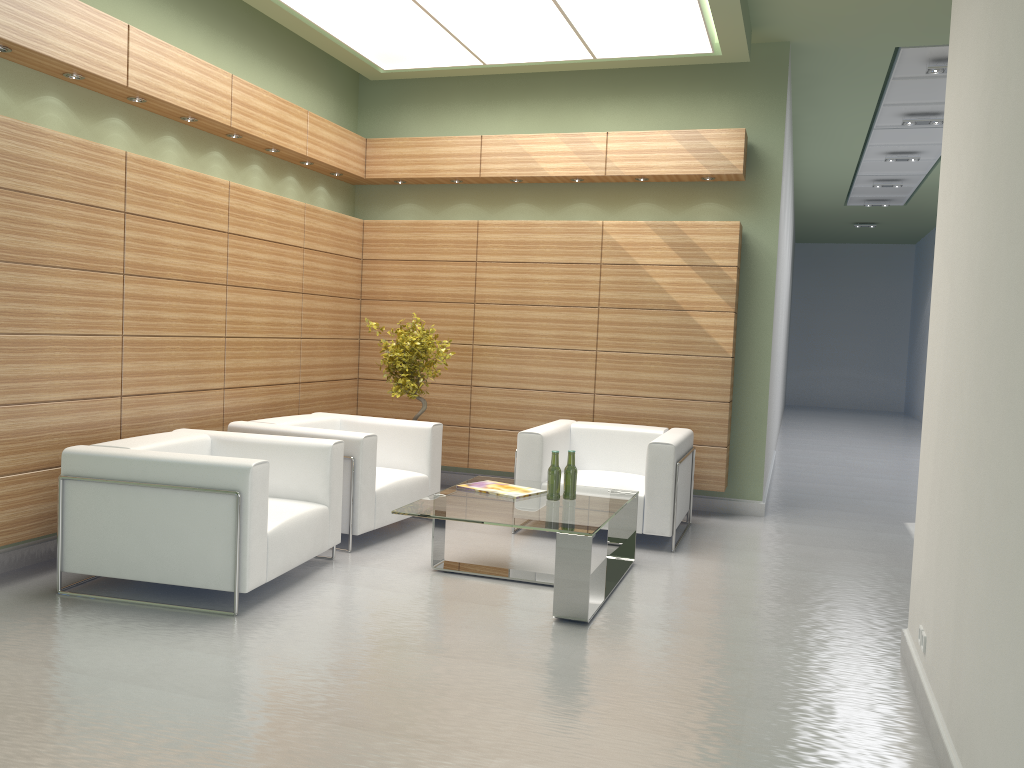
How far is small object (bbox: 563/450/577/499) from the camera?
8.5m

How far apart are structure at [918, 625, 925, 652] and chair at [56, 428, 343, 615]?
4.99m

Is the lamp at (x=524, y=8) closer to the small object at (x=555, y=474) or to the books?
the small object at (x=555, y=474)

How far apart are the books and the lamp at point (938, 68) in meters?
8.5 m

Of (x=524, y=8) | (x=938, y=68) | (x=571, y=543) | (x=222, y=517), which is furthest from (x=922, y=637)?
(x=938, y=68)

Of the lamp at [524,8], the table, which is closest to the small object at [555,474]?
the table

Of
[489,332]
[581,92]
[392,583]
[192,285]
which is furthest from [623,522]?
[581,92]

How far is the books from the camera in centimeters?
861cm

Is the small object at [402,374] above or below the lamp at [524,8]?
below

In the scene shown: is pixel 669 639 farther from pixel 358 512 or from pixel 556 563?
pixel 358 512
